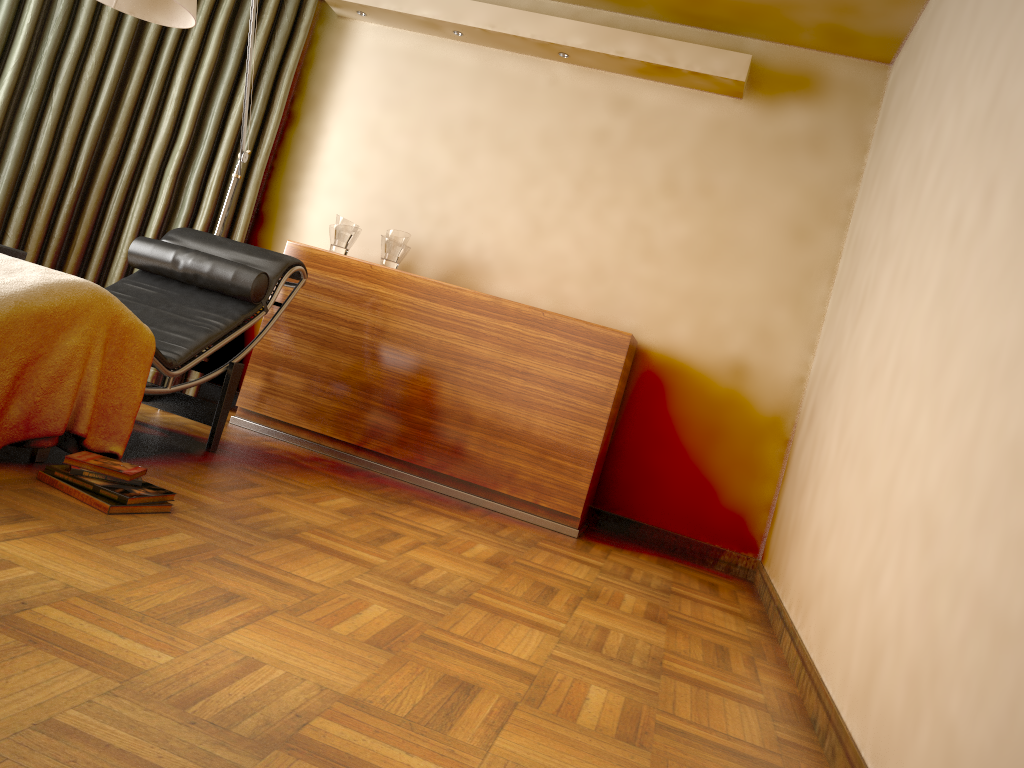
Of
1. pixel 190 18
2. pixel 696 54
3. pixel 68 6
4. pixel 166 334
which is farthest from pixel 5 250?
pixel 696 54

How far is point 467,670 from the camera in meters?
1.8

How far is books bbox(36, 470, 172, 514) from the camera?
2.16m

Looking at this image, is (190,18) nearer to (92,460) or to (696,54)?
(92,460)

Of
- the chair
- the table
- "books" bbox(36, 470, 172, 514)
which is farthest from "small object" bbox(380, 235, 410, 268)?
"books" bbox(36, 470, 172, 514)

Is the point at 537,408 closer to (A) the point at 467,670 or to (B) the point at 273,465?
(B) the point at 273,465

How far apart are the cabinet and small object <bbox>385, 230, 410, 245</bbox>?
0.20m

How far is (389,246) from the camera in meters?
4.1 m

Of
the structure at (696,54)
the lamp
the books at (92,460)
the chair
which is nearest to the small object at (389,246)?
the chair

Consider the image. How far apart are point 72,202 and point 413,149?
1.6 meters
